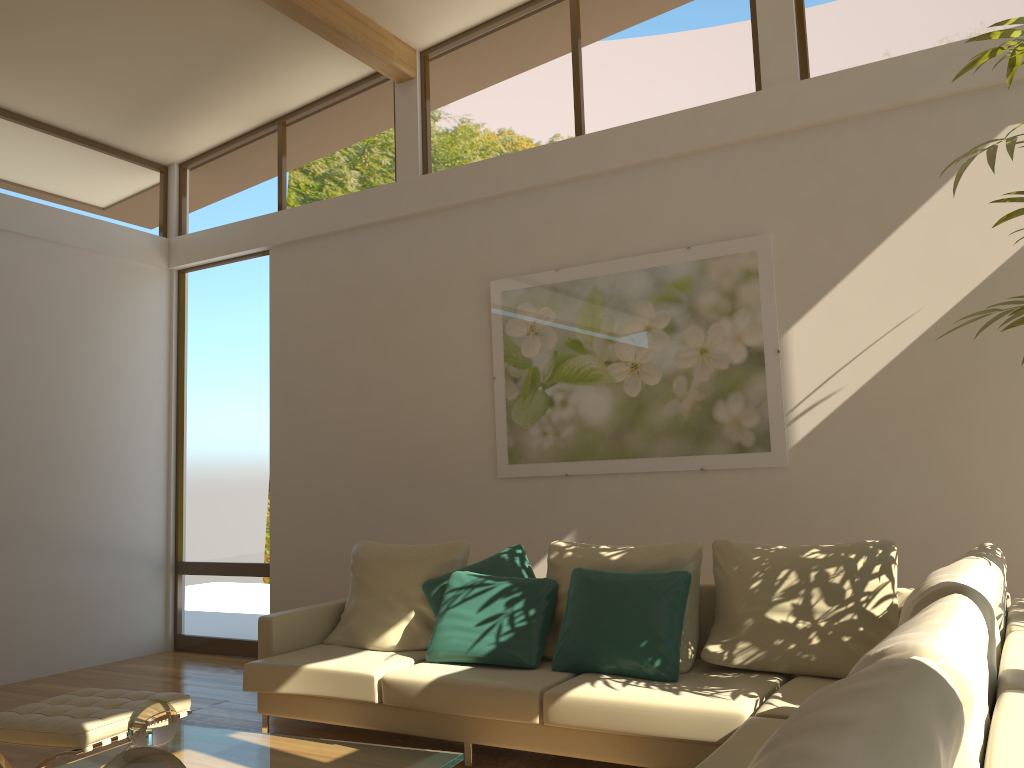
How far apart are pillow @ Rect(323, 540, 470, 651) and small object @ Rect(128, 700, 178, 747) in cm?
184

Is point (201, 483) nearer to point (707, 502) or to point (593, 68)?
point (707, 502)

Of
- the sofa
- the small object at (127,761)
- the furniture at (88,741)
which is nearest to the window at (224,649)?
the sofa

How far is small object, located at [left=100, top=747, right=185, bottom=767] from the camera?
2.0m

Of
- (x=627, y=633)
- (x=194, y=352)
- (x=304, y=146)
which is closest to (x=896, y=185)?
(x=627, y=633)

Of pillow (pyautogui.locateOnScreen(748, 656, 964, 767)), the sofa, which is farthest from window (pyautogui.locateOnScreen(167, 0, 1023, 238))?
pillow (pyautogui.locateOnScreen(748, 656, 964, 767))

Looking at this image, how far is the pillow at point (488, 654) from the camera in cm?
416

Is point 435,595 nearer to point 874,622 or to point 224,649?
point 874,622

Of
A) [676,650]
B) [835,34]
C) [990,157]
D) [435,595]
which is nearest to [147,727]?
[435,595]

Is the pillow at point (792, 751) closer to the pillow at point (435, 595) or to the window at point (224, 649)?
the pillow at point (435, 595)
